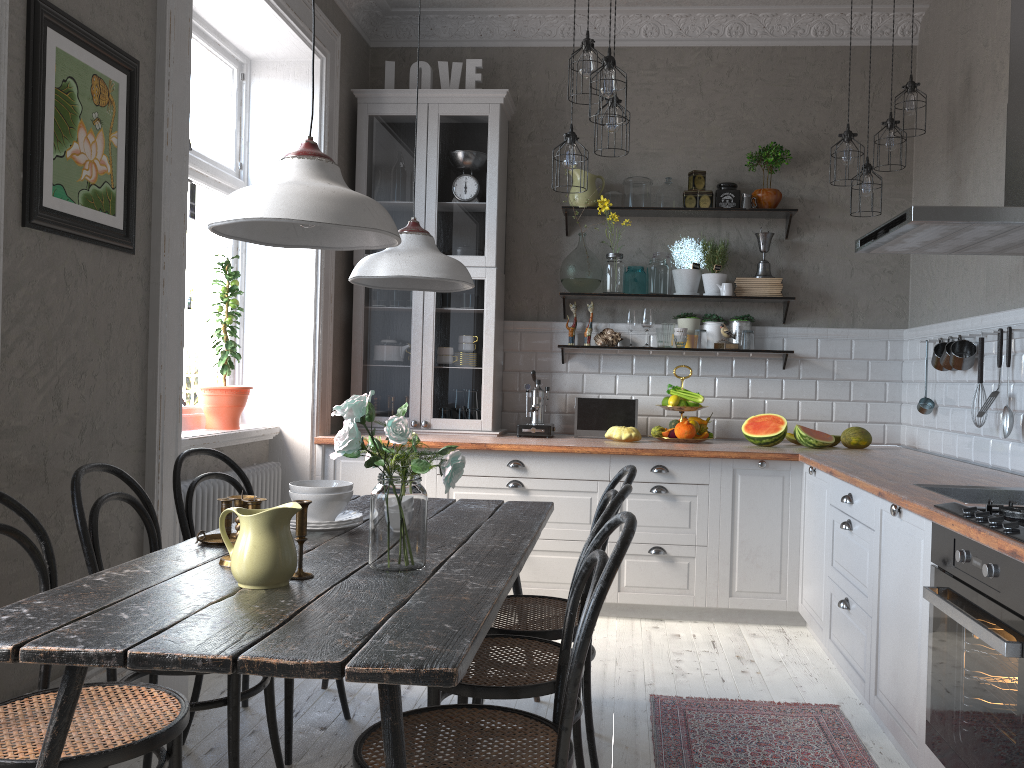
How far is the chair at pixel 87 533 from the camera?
2.25m

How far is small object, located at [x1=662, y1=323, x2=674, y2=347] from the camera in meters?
5.0

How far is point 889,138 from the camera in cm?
431

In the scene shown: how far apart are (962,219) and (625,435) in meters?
2.2 m

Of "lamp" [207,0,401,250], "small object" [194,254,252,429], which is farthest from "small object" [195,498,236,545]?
"small object" [194,254,252,429]

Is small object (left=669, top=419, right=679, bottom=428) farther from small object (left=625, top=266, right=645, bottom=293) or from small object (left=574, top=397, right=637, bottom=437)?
small object (left=625, top=266, right=645, bottom=293)

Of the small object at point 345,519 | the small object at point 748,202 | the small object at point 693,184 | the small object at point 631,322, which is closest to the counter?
the small object at point 631,322

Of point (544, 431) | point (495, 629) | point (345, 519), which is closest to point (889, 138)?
point (544, 431)

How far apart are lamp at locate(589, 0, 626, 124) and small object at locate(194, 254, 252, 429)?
1.91m

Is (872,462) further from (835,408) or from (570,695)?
(570,695)
